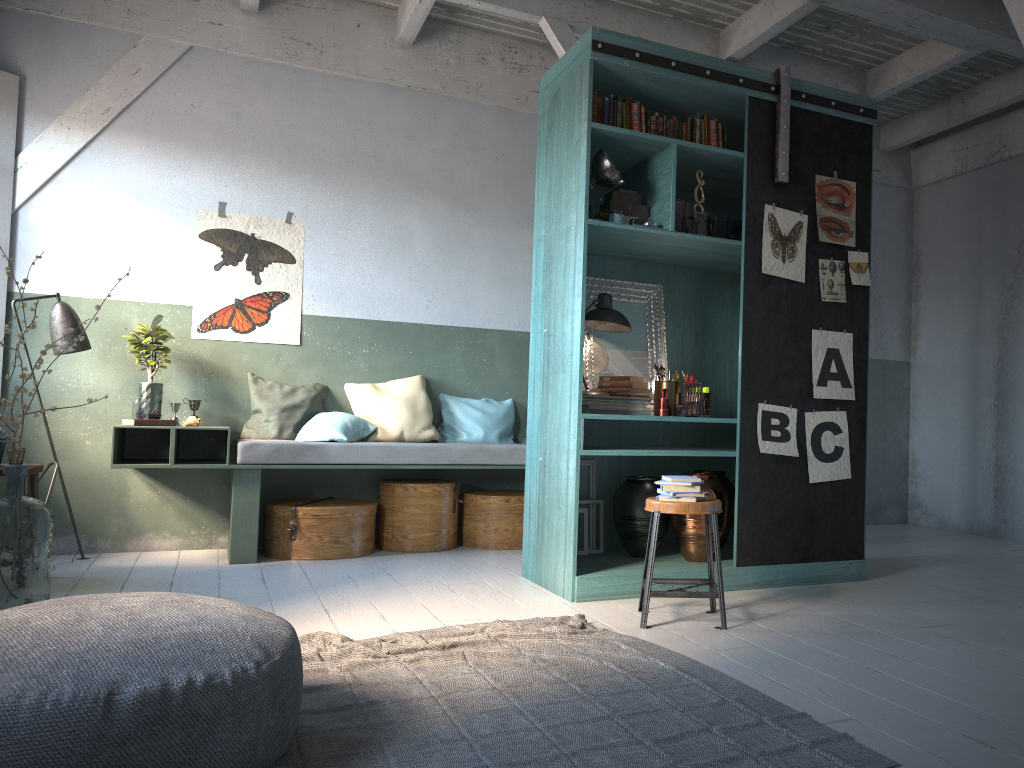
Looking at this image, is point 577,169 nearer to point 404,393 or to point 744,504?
point 744,504

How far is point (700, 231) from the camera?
5.5m

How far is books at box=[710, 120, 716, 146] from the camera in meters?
5.6

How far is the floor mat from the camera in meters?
2.7

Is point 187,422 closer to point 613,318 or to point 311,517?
point 311,517

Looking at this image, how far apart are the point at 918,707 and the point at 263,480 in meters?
5.3 m

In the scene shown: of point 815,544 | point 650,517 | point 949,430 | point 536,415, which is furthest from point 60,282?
point 949,430

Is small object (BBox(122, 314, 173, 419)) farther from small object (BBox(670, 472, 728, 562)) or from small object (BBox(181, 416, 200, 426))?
small object (BBox(670, 472, 728, 562))

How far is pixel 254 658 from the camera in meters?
2.6

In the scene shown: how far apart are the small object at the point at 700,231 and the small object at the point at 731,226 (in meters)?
0.23
